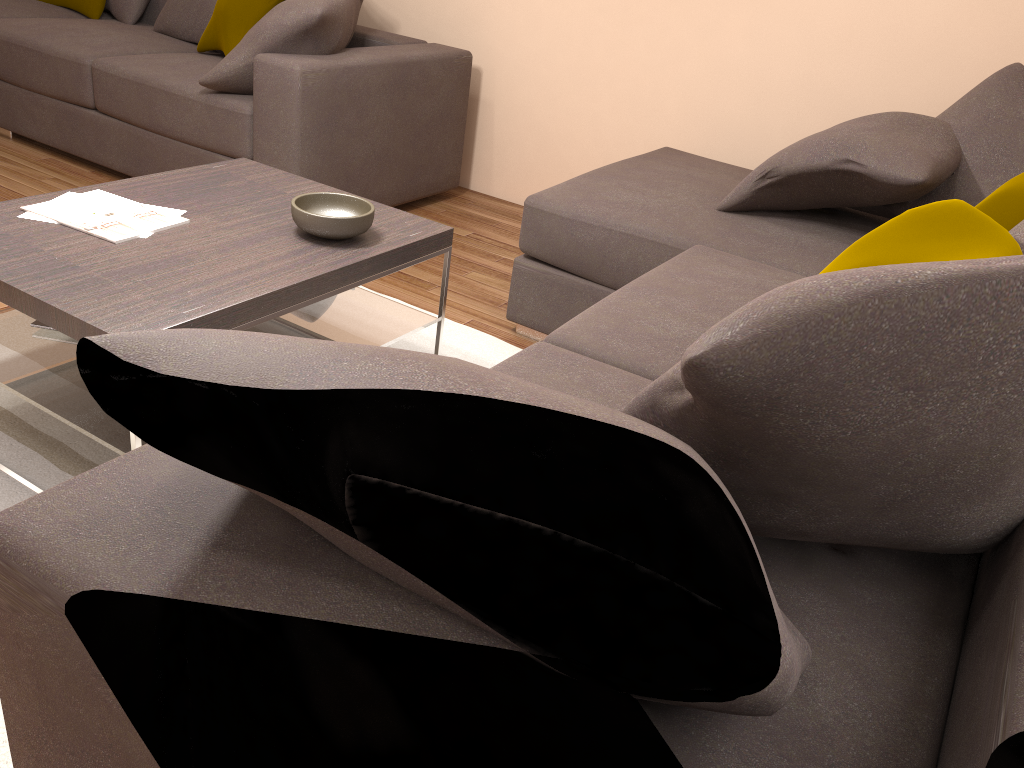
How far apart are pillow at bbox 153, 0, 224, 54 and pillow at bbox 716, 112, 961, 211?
3.00m

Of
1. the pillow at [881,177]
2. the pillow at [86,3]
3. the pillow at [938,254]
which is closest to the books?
the pillow at [938,254]

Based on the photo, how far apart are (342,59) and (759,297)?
3.17m

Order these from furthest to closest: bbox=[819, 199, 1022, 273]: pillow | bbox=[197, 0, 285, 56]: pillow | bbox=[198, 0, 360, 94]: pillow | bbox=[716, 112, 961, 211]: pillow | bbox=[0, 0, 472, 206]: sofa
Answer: bbox=[197, 0, 285, 56]: pillow < bbox=[0, 0, 472, 206]: sofa < bbox=[198, 0, 360, 94]: pillow < bbox=[716, 112, 961, 211]: pillow < bbox=[819, 199, 1022, 273]: pillow

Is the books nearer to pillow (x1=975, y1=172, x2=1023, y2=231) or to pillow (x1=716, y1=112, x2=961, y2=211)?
pillow (x1=716, y1=112, x2=961, y2=211)

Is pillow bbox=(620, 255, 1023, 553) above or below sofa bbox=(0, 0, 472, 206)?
above

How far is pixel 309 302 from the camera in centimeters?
215cm

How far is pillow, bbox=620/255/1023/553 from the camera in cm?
90

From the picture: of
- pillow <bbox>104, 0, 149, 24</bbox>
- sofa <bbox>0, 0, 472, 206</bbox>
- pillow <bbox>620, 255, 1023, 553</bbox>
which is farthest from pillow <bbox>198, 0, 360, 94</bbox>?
pillow <bbox>620, 255, 1023, 553</bbox>

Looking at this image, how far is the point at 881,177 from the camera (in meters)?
2.64
